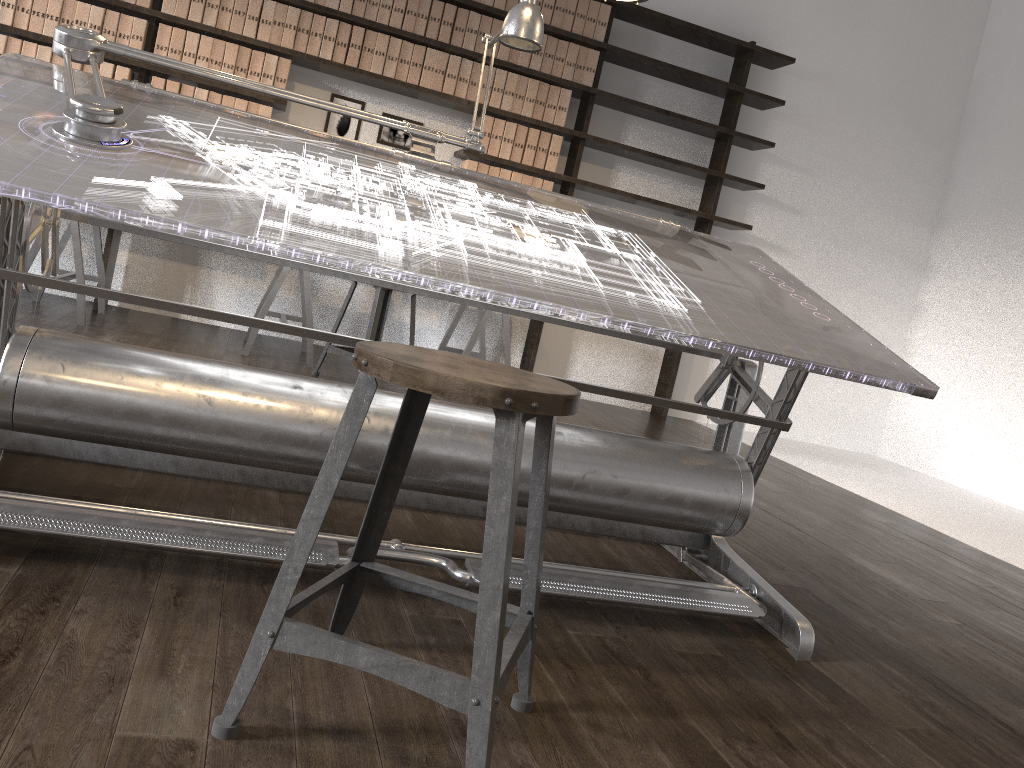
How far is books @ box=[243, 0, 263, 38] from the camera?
4.7m

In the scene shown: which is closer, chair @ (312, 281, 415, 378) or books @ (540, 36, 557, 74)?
chair @ (312, 281, 415, 378)

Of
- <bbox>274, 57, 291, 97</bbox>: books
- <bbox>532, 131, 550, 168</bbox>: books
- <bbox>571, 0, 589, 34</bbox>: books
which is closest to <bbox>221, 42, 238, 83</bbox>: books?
<bbox>274, 57, 291, 97</bbox>: books

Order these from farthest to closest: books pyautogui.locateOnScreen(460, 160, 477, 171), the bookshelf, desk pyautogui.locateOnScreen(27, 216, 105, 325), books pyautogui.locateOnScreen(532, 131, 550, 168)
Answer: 1. books pyautogui.locateOnScreen(532, 131, 550, 168)
2. books pyautogui.locateOnScreen(460, 160, 477, 171)
3. the bookshelf
4. desk pyautogui.locateOnScreen(27, 216, 105, 325)

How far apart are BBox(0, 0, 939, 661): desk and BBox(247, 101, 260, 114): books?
2.63m

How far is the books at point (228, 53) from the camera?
4.68m

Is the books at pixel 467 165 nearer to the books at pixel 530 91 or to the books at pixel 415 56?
the books at pixel 530 91

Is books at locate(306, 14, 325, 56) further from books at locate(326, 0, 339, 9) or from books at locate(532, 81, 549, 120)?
books at locate(532, 81, 549, 120)

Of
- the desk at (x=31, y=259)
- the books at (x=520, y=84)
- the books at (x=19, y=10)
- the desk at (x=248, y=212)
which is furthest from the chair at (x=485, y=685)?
the books at (x=19, y=10)

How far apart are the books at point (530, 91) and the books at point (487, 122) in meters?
0.2 m
